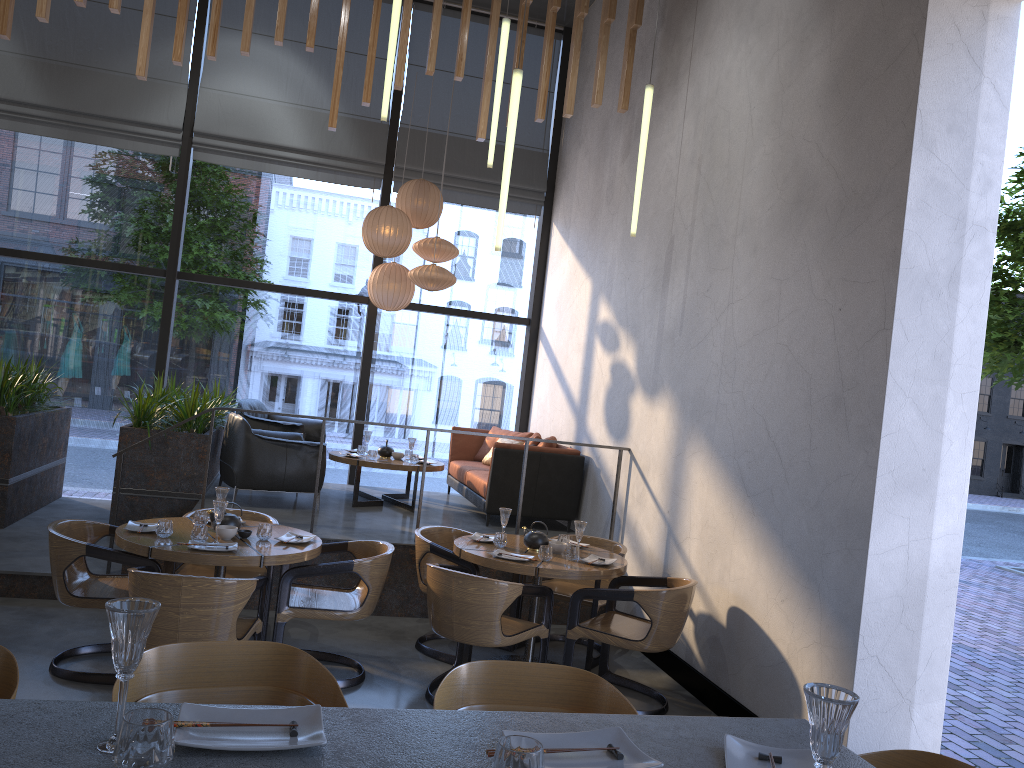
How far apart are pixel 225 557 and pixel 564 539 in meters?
2.2

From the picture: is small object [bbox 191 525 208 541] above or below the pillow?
below

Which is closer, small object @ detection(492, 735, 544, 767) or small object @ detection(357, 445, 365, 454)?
small object @ detection(492, 735, 544, 767)

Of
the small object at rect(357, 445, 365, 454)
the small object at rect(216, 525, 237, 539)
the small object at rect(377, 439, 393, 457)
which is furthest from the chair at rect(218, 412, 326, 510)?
the small object at rect(216, 525, 237, 539)

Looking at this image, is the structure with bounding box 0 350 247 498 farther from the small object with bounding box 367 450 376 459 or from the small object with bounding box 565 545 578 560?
the small object with bounding box 565 545 578 560

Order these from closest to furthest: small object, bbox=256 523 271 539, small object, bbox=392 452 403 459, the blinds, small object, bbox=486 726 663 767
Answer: small object, bbox=486 726 663 767 < small object, bbox=256 523 271 539 < small object, bbox=392 452 403 459 < the blinds

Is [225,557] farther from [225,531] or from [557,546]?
[557,546]

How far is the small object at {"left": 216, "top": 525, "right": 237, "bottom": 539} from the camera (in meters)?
4.79

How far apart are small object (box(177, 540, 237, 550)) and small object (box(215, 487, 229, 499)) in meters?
0.6 m

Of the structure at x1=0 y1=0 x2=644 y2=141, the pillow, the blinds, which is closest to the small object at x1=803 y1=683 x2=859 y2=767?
the structure at x1=0 y1=0 x2=644 y2=141
